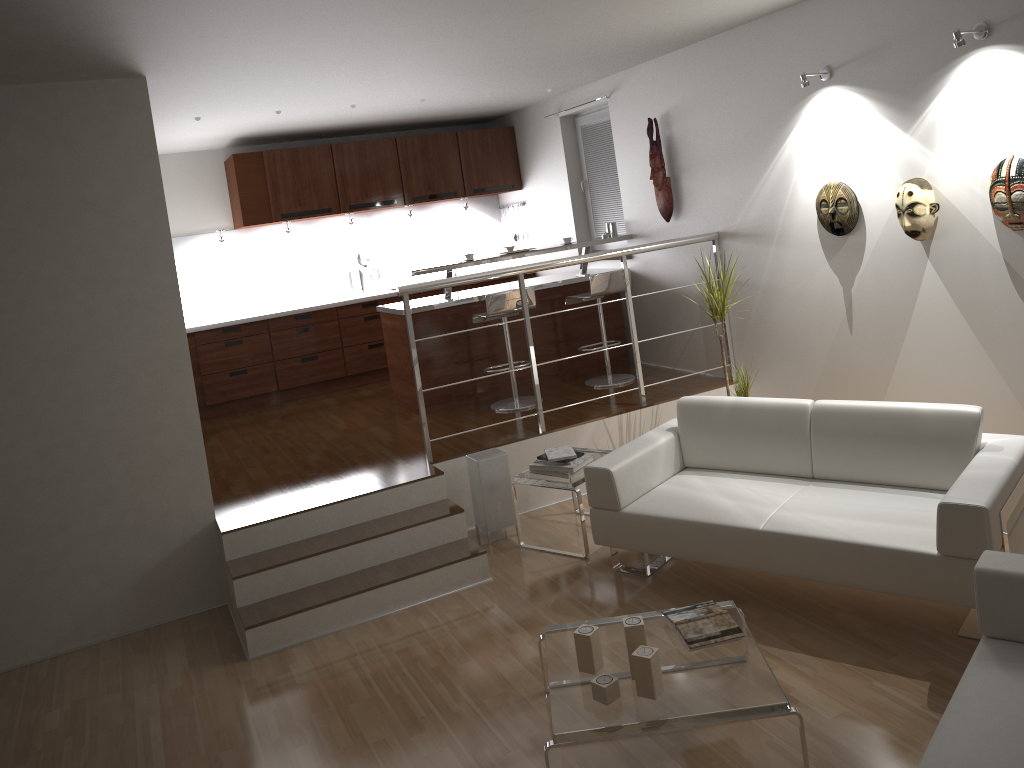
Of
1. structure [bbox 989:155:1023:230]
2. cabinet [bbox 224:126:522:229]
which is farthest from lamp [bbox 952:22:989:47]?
cabinet [bbox 224:126:522:229]

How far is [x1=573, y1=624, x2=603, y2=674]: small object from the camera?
3.13m

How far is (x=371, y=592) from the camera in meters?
4.4 m

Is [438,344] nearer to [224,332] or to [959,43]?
[224,332]

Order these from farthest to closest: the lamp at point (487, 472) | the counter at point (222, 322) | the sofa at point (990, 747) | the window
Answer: the counter at point (222, 322)
the window
the lamp at point (487, 472)
the sofa at point (990, 747)

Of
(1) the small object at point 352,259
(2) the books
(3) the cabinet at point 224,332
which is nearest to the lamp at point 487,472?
(2) the books

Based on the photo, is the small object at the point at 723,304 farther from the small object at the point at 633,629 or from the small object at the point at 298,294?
the small object at the point at 298,294

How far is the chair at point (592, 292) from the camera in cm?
637

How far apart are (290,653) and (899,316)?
3.6m

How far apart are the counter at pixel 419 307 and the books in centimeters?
354cm
